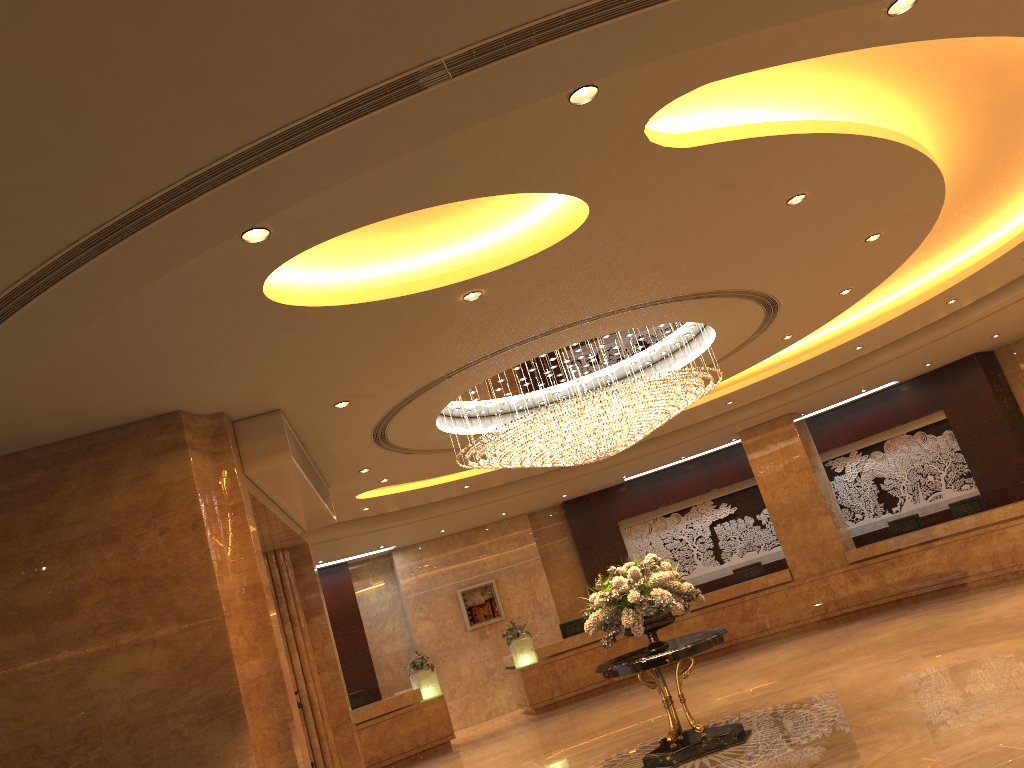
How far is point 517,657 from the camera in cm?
1720

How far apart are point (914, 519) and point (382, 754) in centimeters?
1059cm

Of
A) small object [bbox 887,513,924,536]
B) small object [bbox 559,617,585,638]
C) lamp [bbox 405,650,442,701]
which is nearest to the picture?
small object [bbox 559,617,585,638]

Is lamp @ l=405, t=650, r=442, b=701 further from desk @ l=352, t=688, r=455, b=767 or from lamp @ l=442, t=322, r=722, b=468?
lamp @ l=442, t=322, r=722, b=468

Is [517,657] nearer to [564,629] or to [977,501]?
[564,629]

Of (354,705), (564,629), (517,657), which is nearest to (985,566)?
(564,629)

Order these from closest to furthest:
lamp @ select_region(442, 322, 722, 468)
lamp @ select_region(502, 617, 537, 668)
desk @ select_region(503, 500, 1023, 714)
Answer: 1. lamp @ select_region(442, 322, 722, 468)
2. desk @ select_region(503, 500, 1023, 714)
3. lamp @ select_region(502, 617, 537, 668)

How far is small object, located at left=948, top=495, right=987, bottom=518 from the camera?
15.8 meters

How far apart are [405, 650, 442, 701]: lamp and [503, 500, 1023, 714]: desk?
1.66m

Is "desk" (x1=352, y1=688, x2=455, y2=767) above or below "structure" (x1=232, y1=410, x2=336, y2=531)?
below
